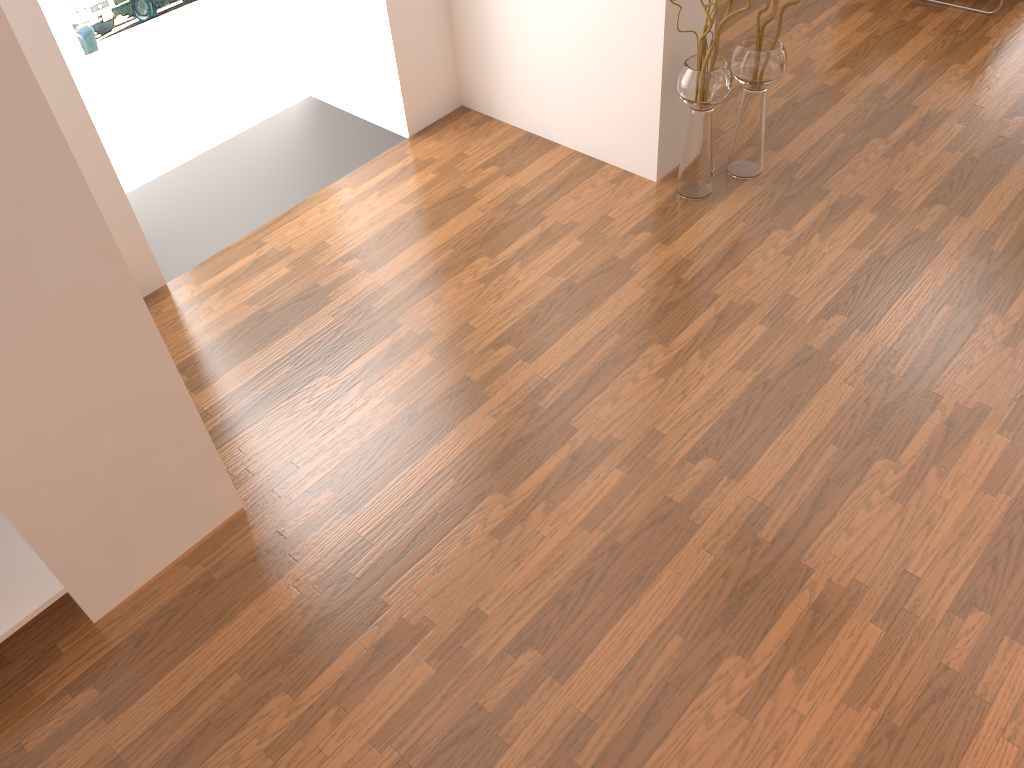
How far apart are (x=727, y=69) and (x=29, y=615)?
2.8 meters

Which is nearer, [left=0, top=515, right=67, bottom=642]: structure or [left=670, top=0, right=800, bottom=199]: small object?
[left=0, top=515, right=67, bottom=642]: structure

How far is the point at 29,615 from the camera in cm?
222

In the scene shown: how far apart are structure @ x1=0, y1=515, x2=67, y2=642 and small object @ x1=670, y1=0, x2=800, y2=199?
2.6m

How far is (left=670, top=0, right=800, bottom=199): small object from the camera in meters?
3.2

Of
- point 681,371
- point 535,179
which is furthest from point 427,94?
point 681,371

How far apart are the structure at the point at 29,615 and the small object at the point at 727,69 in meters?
2.6

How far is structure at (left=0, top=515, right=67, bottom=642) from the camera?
2.2 meters

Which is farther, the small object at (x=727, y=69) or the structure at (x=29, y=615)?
the small object at (x=727, y=69)

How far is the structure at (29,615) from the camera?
2.2 meters
